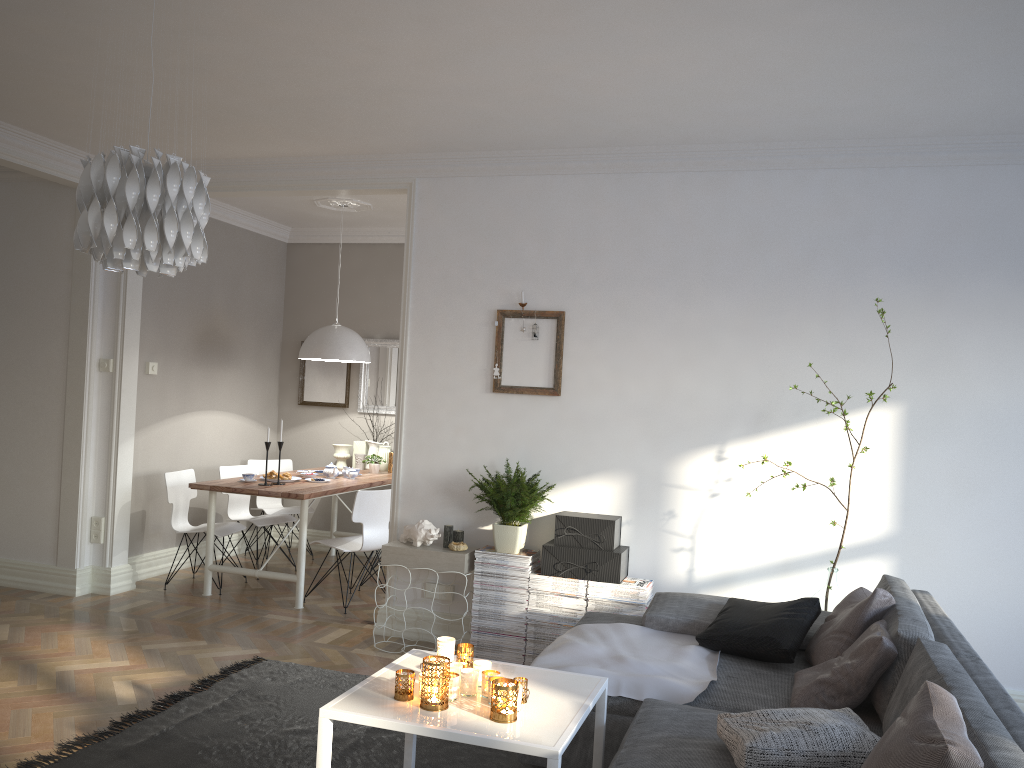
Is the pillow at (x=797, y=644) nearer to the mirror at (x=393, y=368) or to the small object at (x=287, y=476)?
the small object at (x=287, y=476)

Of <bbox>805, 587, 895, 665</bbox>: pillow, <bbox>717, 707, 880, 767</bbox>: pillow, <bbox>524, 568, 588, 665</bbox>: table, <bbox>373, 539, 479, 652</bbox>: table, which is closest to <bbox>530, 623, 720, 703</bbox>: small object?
<bbox>805, 587, 895, 665</bbox>: pillow

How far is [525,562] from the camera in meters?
4.7 m

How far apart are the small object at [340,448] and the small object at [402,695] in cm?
481

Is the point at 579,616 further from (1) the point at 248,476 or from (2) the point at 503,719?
(1) the point at 248,476

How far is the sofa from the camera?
2.2m

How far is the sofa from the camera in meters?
2.2

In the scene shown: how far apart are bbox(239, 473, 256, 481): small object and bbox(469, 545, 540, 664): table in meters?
2.0 m

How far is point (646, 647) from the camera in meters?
3.6

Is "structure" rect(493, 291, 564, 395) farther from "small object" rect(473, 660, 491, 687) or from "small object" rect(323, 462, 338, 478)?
"small object" rect(473, 660, 491, 687)
